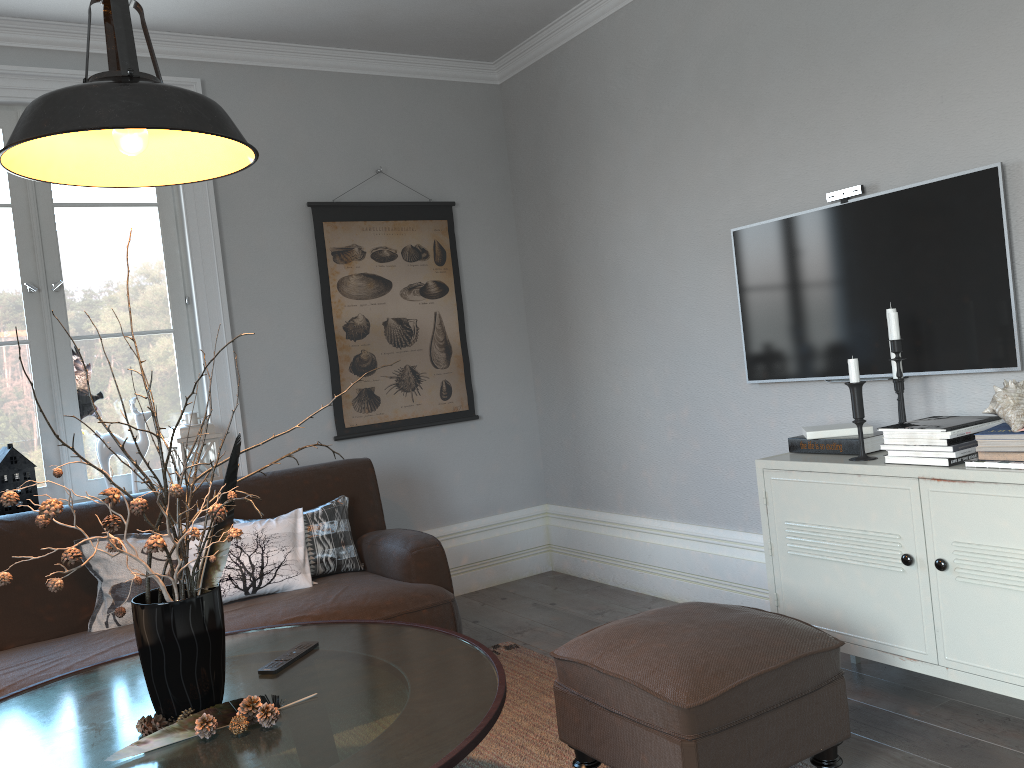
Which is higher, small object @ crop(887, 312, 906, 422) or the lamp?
the lamp

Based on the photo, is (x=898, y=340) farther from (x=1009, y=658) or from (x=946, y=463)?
(x=1009, y=658)

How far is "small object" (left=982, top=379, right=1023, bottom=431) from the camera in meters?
2.2

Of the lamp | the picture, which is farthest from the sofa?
the lamp

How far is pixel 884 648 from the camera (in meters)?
2.51

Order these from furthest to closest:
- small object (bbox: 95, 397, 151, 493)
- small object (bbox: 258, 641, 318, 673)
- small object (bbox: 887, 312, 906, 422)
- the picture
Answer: the picture → small object (bbox: 95, 397, 151, 493) → small object (bbox: 887, 312, 906, 422) → small object (bbox: 258, 641, 318, 673)

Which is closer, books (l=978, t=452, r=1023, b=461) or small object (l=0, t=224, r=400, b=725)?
small object (l=0, t=224, r=400, b=725)

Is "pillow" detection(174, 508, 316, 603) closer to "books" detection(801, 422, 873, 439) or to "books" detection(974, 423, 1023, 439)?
"books" detection(801, 422, 873, 439)

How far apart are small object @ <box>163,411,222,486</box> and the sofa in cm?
39

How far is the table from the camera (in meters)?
1.65
